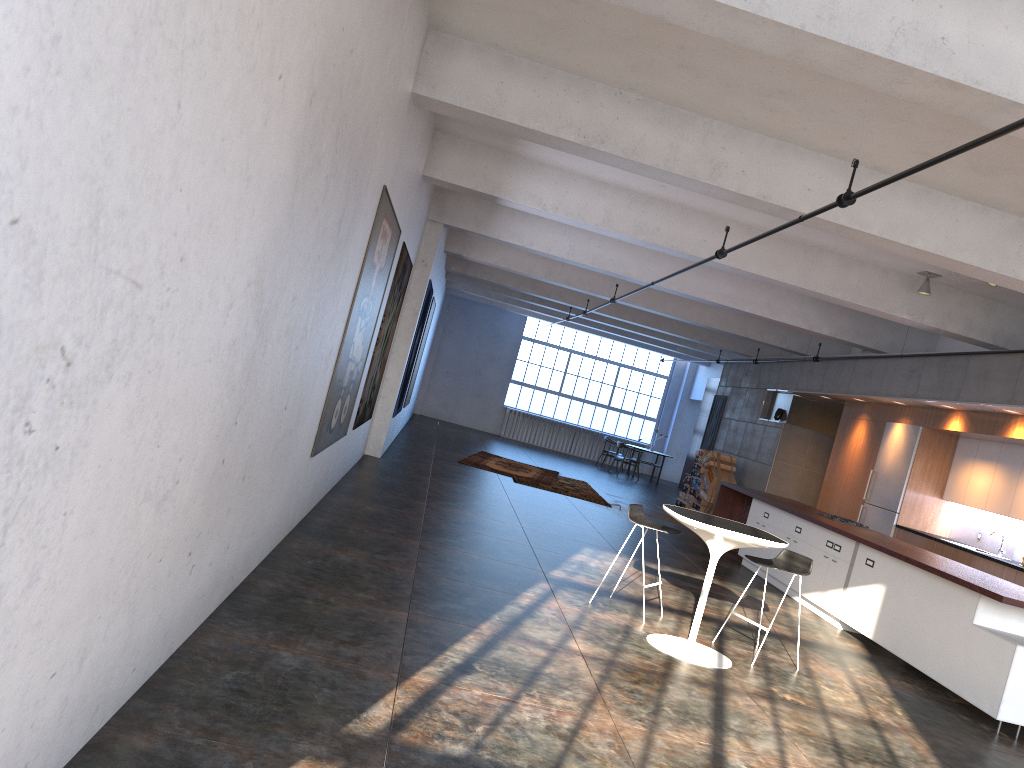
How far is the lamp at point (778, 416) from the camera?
16.1m

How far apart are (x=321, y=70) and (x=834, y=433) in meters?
14.0

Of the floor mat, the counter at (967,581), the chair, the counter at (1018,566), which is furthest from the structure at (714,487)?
the chair

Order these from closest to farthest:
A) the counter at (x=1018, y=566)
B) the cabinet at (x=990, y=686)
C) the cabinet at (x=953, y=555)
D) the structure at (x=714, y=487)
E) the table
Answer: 1. the table
2. the cabinet at (x=990, y=686)
3. the counter at (x=1018, y=566)
4. the cabinet at (x=953, y=555)
5. the structure at (x=714, y=487)

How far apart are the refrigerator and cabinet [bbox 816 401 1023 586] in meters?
0.1

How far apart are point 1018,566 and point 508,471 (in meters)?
8.18

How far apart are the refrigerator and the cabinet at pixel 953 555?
0.1 meters

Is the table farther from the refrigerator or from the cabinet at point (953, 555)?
the refrigerator

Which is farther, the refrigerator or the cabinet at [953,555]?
the refrigerator

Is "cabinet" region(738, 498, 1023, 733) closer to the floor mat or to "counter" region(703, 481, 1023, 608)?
"counter" region(703, 481, 1023, 608)
